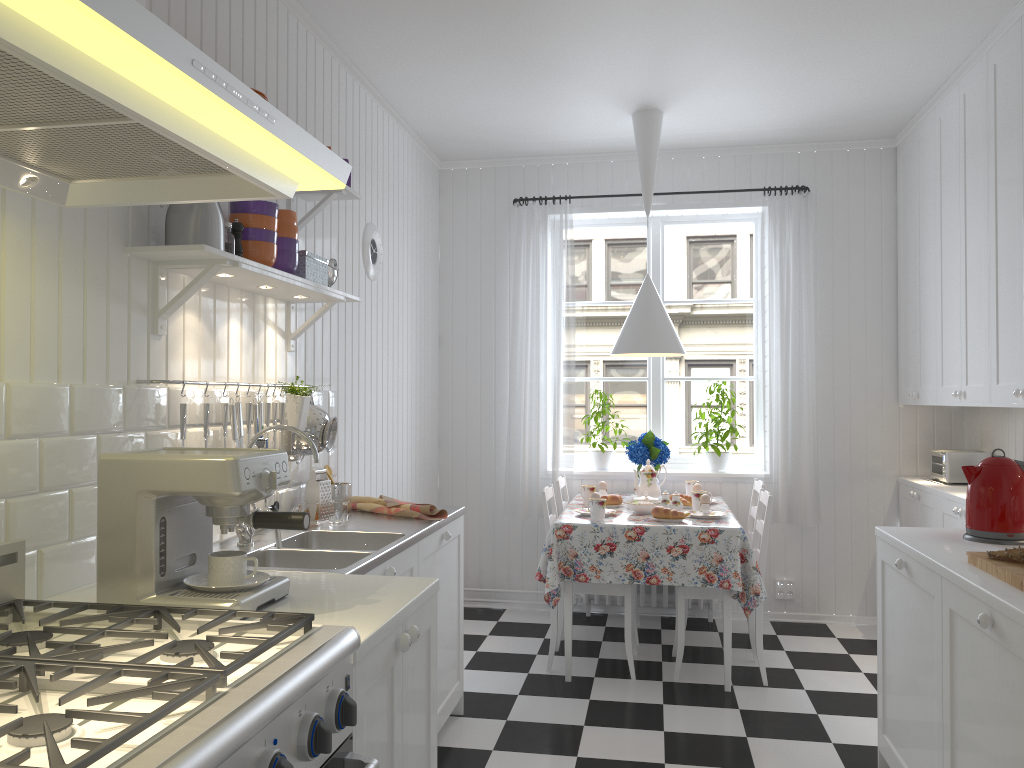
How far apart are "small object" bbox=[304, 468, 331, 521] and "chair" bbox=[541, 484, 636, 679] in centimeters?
125cm

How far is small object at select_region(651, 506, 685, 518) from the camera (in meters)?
3.92

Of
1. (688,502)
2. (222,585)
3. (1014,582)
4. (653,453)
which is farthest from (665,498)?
(222,585)

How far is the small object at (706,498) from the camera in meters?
4.1

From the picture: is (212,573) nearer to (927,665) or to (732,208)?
(927,665)

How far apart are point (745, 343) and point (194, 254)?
3.8m

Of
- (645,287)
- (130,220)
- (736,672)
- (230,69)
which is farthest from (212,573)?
(645,287)

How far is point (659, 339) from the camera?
4.3m

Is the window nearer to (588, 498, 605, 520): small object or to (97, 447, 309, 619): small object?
(588, 498, 605, 520): small object

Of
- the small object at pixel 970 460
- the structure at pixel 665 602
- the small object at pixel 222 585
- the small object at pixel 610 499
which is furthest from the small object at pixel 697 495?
the small object at pixel 222 585
